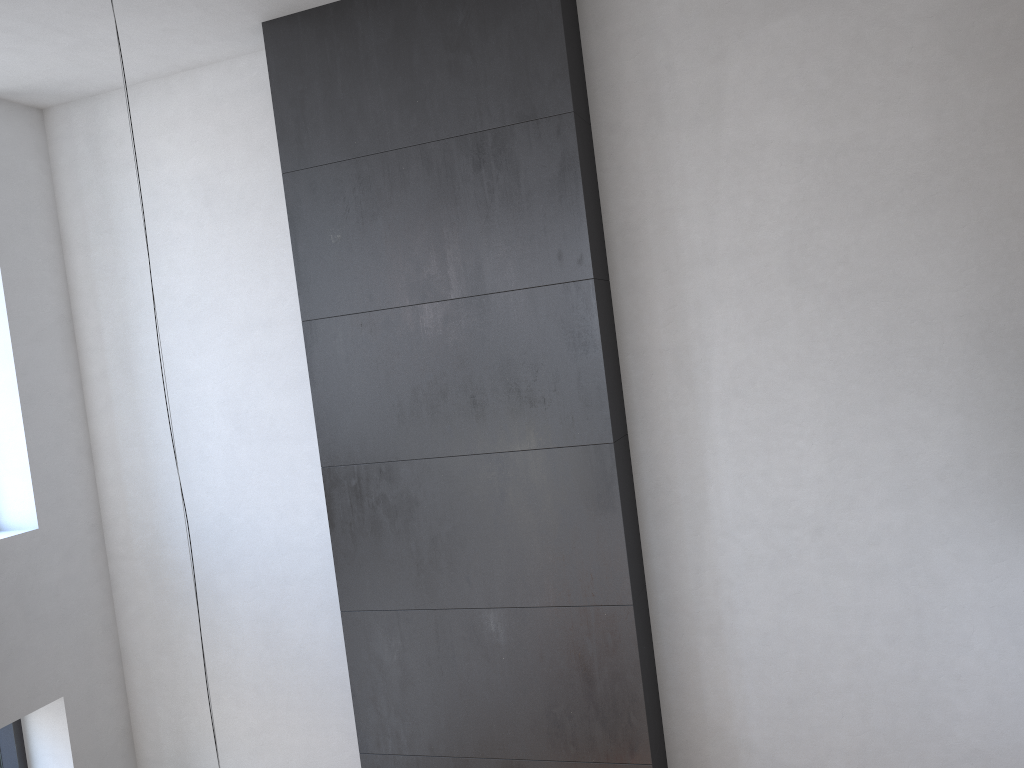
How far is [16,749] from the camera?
5.01m

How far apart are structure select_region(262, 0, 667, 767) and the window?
2.11m

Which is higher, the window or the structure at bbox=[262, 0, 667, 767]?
the structure at bbox=[262, 0, 667, 767]

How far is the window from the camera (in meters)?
5.01

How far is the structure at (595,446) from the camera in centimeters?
397cm

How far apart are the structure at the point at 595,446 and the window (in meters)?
2.11

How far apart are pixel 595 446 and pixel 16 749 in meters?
3.8

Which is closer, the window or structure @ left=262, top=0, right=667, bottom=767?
structure @ left=262, top=0, right=667, bottom=767

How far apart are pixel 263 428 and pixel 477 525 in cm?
147
